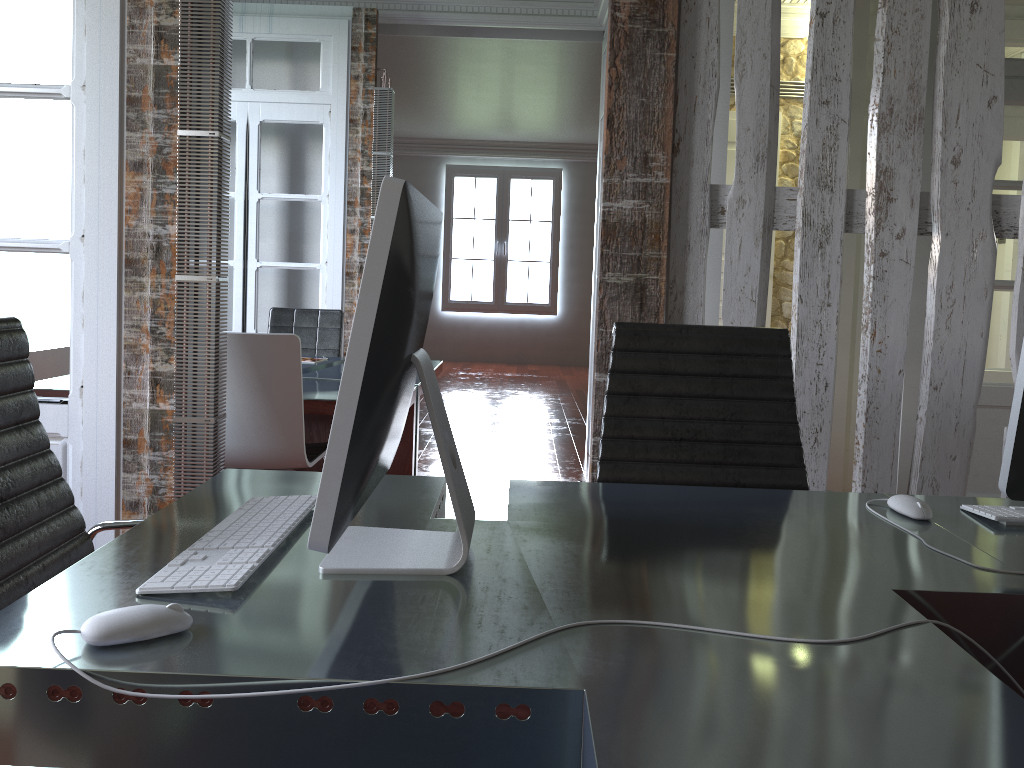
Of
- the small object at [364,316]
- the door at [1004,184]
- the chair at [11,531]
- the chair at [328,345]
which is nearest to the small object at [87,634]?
the small object at [364,316]

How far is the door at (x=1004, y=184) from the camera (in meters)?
3.84

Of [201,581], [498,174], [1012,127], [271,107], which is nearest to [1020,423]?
[201,581]

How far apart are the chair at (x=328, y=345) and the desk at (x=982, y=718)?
3.40m

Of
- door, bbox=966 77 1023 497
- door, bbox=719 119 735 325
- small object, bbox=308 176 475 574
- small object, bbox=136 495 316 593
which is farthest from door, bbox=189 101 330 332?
small object, bbox=308 176 475 574

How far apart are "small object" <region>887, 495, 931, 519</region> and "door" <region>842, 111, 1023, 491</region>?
3.4m

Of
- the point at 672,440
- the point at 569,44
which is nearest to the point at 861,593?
the point at 672,440

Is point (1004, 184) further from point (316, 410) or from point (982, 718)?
point (982, 718)

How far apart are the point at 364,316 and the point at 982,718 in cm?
71

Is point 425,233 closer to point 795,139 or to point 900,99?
point 900,99
